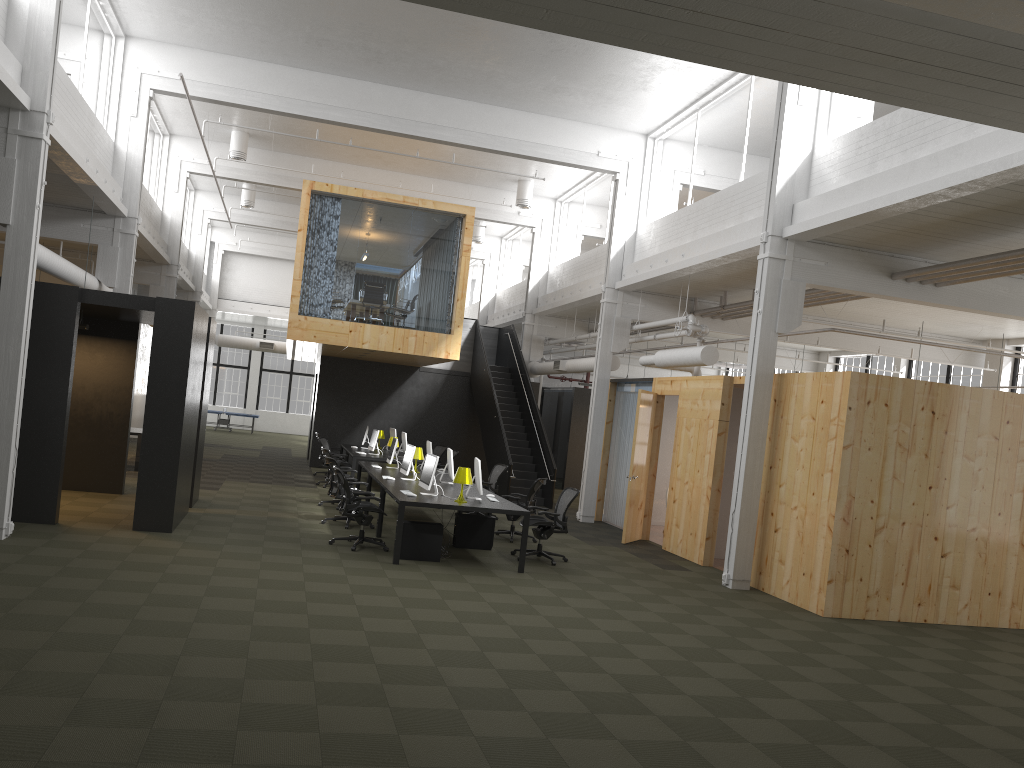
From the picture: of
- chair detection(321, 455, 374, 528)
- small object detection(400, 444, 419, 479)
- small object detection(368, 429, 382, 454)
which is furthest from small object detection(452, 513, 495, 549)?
small object detection(368, 429, 382, 454)

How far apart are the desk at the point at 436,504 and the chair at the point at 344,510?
0.3m

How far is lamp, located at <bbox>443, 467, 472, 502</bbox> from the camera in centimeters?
1084cm

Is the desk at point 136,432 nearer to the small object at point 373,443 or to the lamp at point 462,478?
the small object at point 373,443

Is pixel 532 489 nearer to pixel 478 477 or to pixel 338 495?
pixel 478 477

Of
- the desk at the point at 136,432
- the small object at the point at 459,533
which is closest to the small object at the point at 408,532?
the small object at the point at 459,533

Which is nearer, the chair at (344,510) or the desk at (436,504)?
the desk at (436,504)

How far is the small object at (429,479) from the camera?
11.16m

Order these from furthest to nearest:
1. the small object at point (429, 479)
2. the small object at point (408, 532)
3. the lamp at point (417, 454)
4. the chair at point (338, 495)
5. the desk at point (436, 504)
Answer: the lamp at point (417, 454) → the chair at point (338, 495) → the small object at point (429, 479) → the small object at point (408, 532) → the desk at point (436, 504)

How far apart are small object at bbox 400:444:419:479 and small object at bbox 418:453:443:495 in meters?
1.5 m
